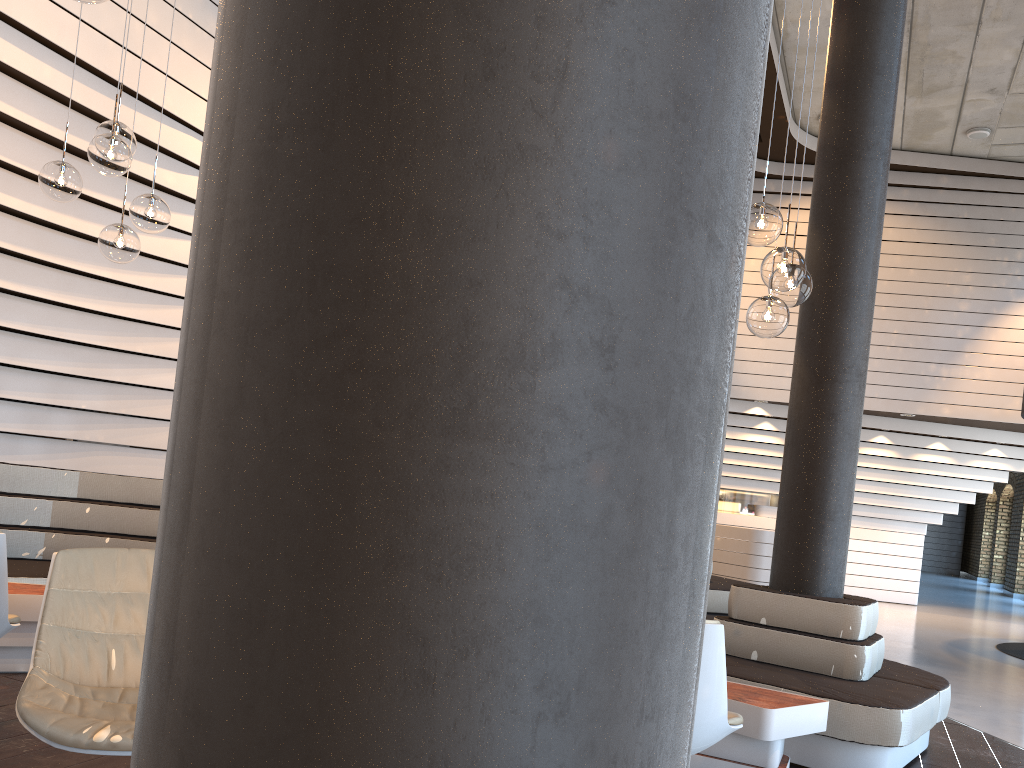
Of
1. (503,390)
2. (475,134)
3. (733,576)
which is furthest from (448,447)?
(733,576)

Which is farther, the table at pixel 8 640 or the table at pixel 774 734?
the table at pixel 8 640

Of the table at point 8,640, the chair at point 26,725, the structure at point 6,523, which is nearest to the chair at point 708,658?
the chair at point 26,725

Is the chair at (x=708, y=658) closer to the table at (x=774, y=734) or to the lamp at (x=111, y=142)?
the table at (x=774, y=734)

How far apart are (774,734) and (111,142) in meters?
3.5 m

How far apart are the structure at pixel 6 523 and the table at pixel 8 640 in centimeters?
28cm

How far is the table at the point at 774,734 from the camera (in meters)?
3.23

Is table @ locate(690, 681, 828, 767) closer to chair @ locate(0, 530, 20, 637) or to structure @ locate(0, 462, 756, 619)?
structure @ locate(0, 462, 756, 619)

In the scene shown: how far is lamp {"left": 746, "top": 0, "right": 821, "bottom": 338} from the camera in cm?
337

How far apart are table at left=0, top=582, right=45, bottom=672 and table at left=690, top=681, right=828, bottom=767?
2.9m
